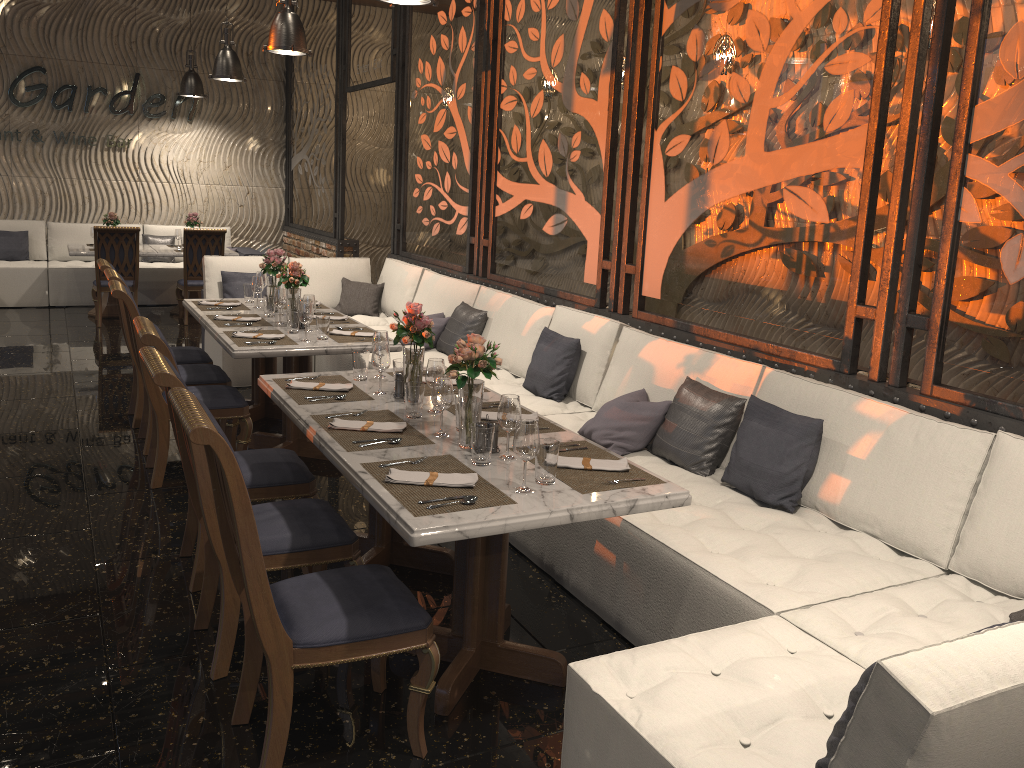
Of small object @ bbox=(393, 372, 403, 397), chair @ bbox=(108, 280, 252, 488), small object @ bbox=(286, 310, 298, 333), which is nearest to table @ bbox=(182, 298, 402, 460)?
small object @ bbox=(286, 310, 298, 333)

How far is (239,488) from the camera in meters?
2.2 m

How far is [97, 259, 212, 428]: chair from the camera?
5.7 meters

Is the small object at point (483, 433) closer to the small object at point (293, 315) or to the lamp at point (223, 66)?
the small object at point (293, 315)

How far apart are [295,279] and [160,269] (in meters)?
6.37

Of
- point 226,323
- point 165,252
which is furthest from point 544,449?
point 165,252

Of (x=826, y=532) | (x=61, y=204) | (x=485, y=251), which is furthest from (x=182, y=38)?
(x=826, y=532)

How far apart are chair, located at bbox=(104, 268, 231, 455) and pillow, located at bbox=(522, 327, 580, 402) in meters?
1.8 m

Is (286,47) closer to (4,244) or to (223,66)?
(223,66)

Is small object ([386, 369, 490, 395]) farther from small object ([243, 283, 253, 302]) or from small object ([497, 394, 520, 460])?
small object ([243, 283, 253, 302])
